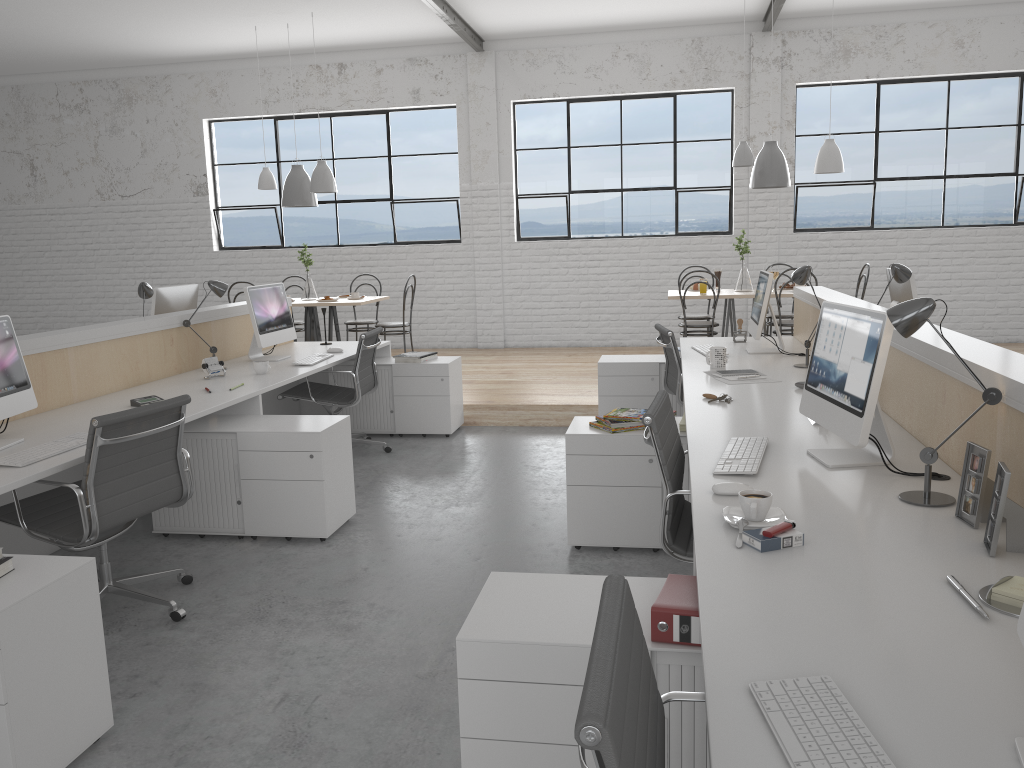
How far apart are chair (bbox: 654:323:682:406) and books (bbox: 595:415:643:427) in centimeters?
109cm

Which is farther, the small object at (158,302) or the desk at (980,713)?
the small object at (158,302)

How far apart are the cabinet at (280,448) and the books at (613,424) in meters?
1.0 m

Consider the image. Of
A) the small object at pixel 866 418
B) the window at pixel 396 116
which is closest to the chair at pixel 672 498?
the small object at pixel 866 418

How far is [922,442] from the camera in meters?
2.3 m

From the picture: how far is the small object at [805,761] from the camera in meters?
0.9 m

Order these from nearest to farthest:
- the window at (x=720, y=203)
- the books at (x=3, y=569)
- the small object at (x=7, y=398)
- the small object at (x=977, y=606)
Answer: the small object at (x=977, y=606) < the books at (x=3, y=569) < the small object at (x=7, y=398) < the window at (x=720, y=203)

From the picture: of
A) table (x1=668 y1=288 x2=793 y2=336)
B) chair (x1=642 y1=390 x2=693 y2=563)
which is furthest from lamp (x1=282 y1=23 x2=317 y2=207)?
chair (x1=642 y1=390 x2=693 y2=563)

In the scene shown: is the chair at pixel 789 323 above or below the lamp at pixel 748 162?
below

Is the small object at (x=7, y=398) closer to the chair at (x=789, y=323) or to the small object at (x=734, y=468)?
the small object at (x=734, y=468)
